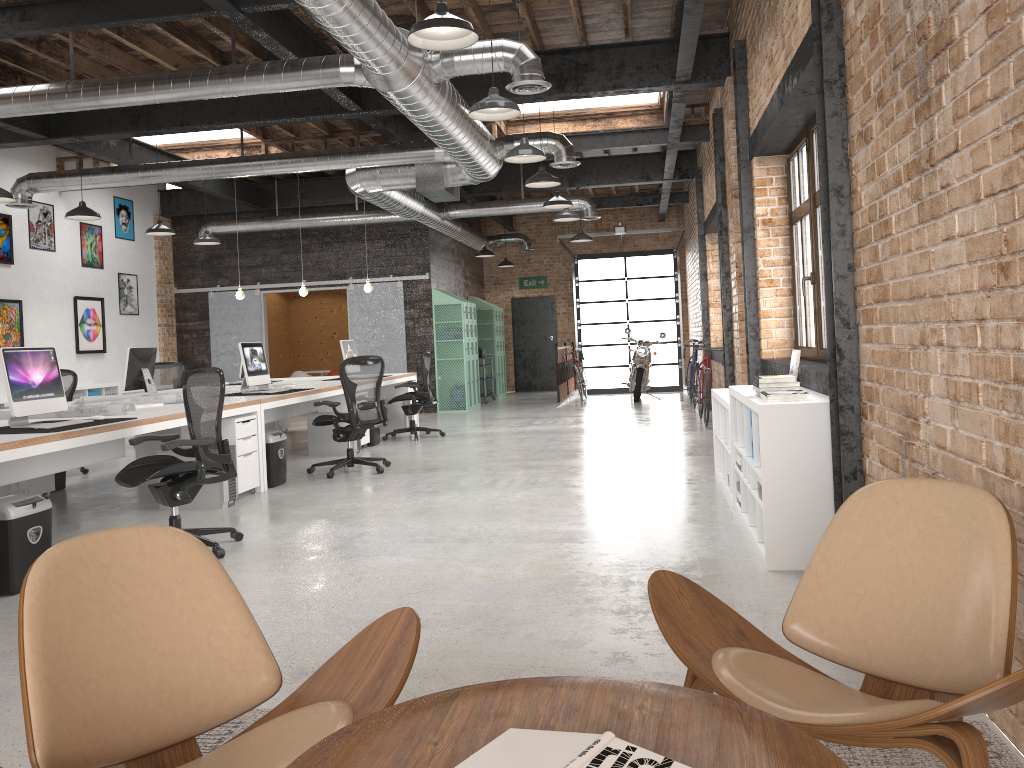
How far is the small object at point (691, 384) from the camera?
13.3m

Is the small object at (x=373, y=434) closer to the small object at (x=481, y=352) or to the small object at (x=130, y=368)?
the small object at (x=130, y=368)

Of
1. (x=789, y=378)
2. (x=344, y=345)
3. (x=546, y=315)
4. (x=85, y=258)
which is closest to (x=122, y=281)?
(x=85, y=258)

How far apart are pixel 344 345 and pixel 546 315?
9.0 meters

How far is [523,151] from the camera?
7.3 meters

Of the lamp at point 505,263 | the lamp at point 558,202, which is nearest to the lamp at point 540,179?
the lamp at point 558,202

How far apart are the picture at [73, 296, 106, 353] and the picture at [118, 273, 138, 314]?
0.6 meters

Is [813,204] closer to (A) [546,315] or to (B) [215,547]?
(B) [215,547]

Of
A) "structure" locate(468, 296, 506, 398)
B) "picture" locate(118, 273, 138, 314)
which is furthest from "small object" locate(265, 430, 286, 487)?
"structure" locate(468, 296, 506, 398)

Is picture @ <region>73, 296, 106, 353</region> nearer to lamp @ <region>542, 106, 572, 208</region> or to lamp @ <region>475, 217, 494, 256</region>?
lamp @ <region>475, 217, 494, 256</region>
